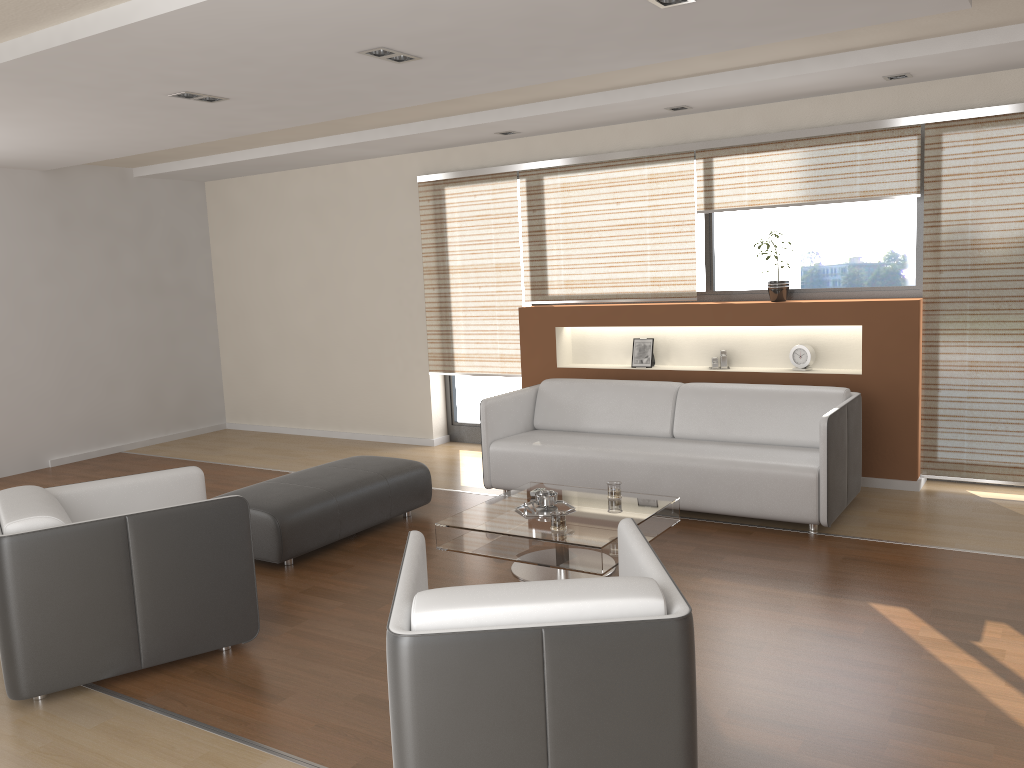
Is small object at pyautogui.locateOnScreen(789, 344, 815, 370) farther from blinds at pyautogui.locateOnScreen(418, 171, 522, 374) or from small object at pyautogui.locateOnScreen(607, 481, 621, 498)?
blinds at pyautogui.locateOnScreen(418, 171, 522, 374)

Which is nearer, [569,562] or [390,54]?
[569,562]

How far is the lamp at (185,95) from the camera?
4.8m

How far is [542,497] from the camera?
4.46m

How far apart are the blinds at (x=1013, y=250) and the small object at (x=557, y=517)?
2.8 meters

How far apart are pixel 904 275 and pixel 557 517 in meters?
3.2 m

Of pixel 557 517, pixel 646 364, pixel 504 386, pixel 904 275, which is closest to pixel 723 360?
pixel 646 364

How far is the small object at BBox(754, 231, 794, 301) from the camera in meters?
6.0 m

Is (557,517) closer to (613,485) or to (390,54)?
(613,485)

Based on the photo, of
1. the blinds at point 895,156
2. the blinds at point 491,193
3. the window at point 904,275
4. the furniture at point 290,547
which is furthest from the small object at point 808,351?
the furniture at point 290,547
